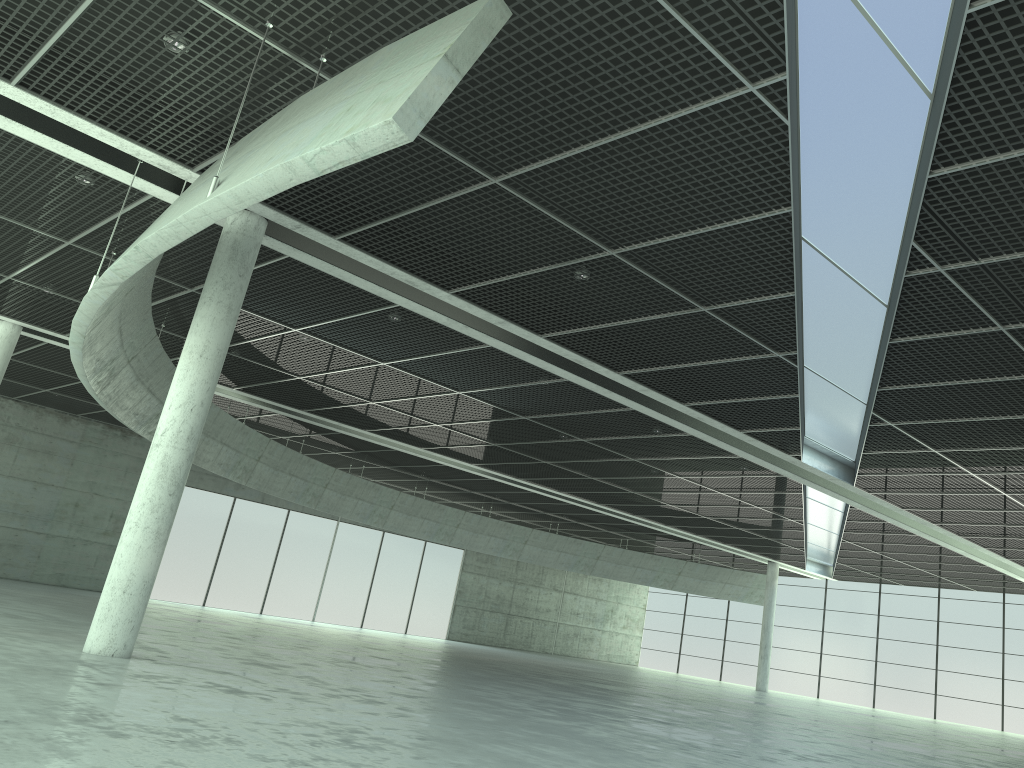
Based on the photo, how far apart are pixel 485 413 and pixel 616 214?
22.9m
